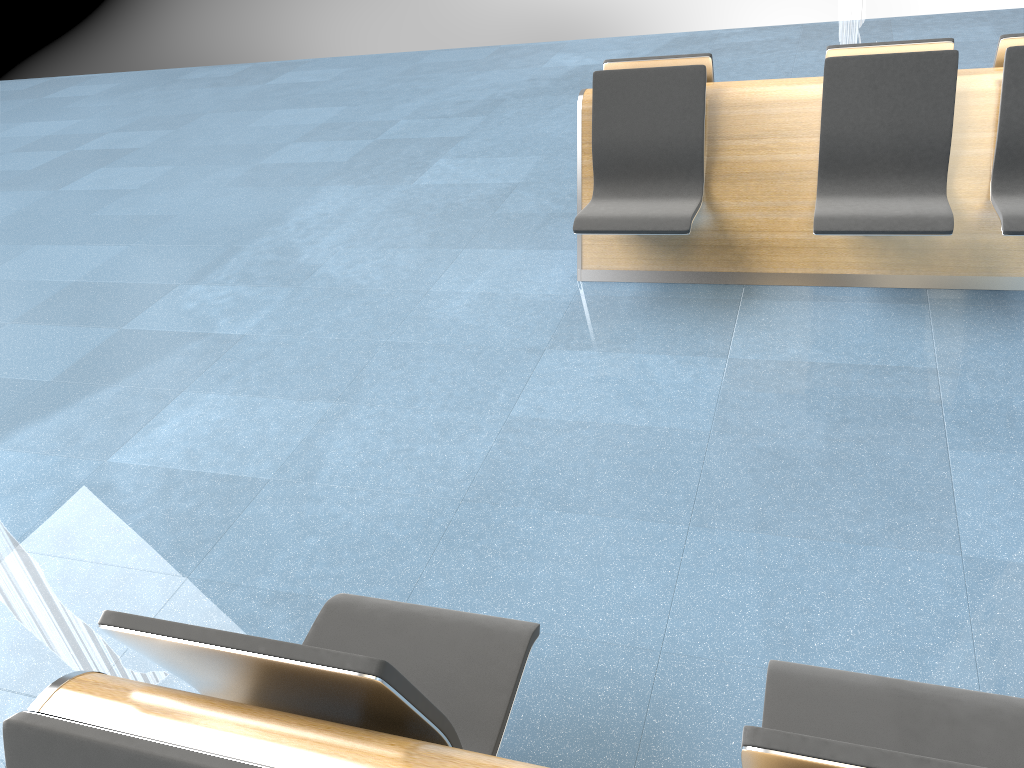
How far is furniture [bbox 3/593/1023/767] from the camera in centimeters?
117cm

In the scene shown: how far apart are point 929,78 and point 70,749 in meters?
3.6

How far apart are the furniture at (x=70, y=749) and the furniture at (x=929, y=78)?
2.1m

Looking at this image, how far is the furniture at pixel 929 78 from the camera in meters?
3.5 m

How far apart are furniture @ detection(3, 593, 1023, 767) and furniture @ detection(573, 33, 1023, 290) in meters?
2.1

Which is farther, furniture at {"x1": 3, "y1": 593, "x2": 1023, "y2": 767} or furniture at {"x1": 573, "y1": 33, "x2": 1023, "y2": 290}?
furniture at {"x1": 573, "y1": 33, "x2": 1023, "y2": 290}

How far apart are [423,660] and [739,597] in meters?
1.0 m

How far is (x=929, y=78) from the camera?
3.47m

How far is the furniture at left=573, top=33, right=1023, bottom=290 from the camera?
3.5m

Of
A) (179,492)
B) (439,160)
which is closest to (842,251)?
(179,492)
